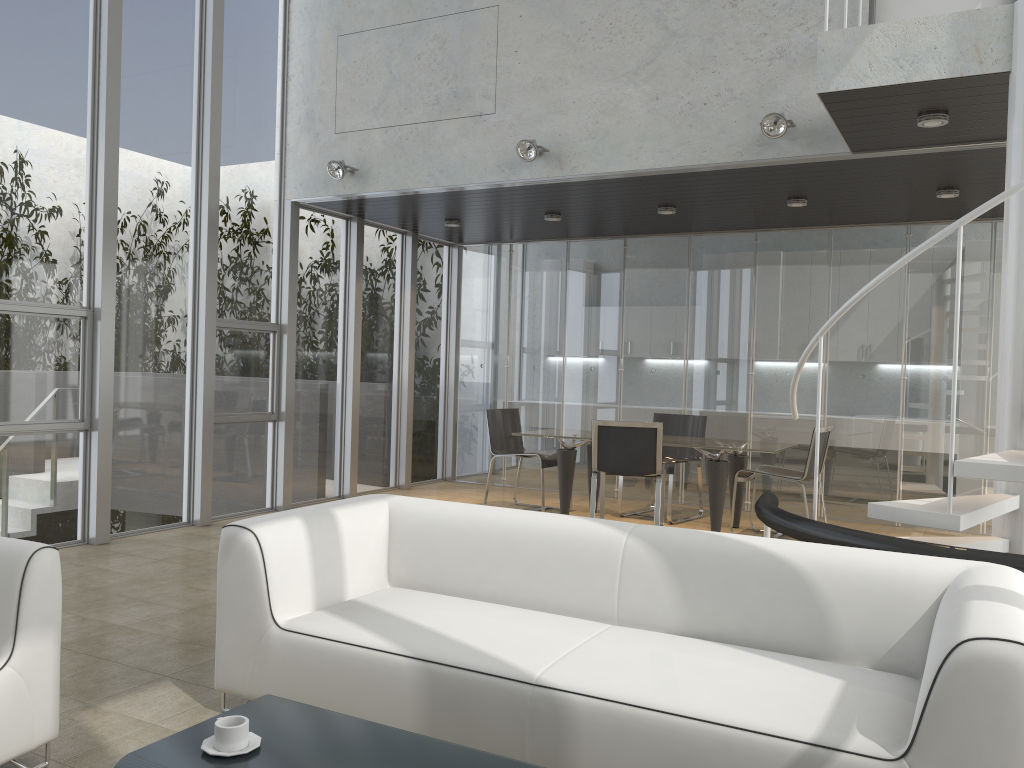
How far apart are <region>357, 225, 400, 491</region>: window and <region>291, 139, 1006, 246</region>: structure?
2.7 meters

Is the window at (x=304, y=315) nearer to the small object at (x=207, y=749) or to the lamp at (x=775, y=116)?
the lamp at (x=775, y=116)

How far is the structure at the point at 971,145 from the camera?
5.19m

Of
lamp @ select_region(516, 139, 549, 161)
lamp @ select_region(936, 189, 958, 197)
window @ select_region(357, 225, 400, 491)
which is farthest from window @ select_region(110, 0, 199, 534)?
lamp @ select_region(936, 189, 958, 197)

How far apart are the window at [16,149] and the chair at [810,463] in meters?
4.8

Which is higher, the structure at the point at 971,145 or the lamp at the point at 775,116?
the lamp at the point at 775,116

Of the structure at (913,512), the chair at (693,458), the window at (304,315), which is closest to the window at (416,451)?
the window at (304,315)

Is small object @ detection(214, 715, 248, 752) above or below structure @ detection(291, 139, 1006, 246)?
below

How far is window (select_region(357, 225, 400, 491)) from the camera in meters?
8.8

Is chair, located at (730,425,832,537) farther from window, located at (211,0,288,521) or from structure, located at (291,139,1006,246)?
window, located at (211,0,288,521)
